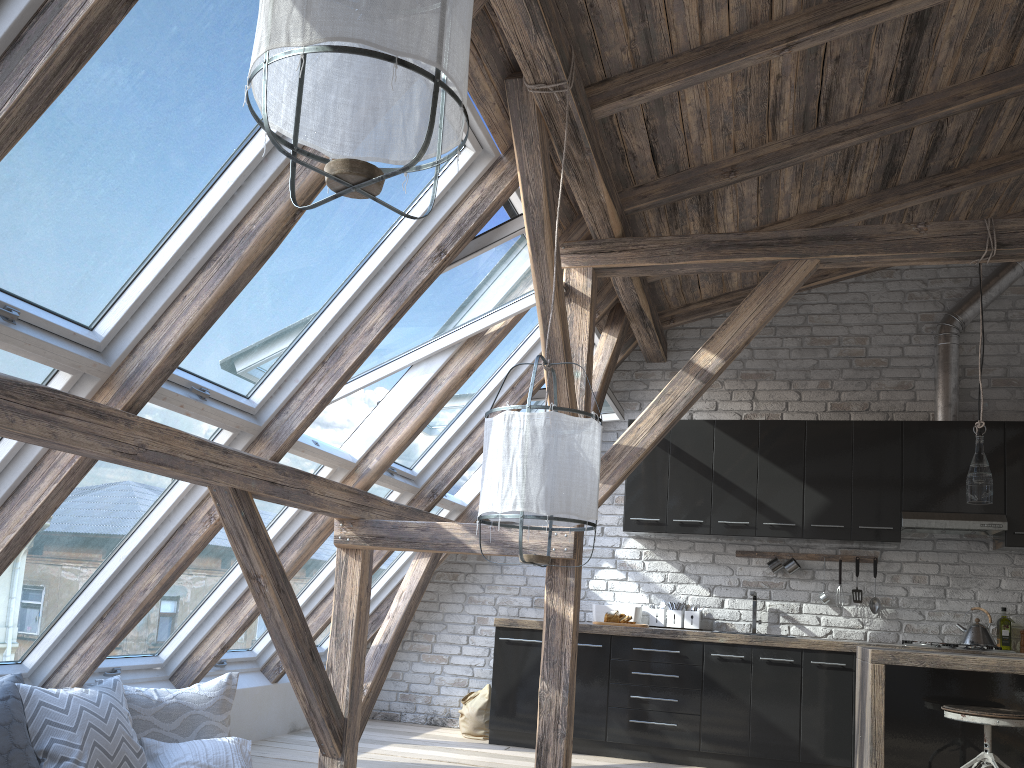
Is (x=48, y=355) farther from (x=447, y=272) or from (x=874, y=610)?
(x=874, y=610)

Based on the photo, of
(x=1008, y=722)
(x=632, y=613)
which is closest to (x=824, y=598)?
(x=632, y=613)

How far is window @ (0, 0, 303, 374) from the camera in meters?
2.4 m

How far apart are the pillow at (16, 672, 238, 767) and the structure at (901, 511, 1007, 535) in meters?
4.1

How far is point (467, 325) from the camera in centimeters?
459cm

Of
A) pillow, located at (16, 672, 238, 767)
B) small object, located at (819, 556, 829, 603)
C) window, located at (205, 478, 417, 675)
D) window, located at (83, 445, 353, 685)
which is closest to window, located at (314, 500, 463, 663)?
window, located at (205, 478, 417, 675)

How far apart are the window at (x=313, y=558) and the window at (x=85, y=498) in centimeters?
130cm

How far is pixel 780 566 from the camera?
5.9m

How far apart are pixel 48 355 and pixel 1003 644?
5.55m

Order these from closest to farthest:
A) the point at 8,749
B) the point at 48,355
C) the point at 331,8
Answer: the point at 331,8
the point at 48,355
the point at 8,749
